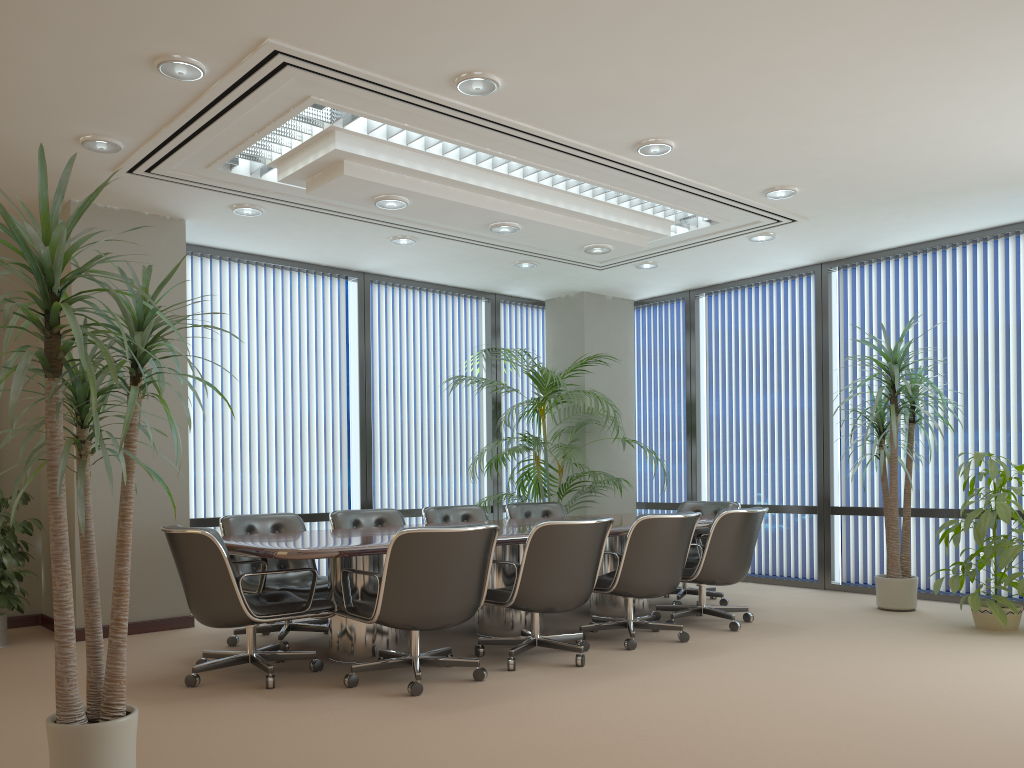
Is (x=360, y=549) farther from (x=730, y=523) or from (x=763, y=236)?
(x=763, y=236)

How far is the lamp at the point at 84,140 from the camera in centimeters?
510cm

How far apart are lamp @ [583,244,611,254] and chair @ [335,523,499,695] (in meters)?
2.97

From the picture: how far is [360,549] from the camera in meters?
4.6 m

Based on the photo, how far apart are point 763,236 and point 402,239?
2.99m

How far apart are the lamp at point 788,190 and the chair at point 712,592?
2.6 meters

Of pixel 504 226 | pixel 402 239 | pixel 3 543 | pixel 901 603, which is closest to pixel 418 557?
pixel 504 226

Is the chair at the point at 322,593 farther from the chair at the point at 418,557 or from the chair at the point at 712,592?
the chair at the point at 712,592

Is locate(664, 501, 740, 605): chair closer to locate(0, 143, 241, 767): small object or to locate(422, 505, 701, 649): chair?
locate(422, 505, 701, 649): chair

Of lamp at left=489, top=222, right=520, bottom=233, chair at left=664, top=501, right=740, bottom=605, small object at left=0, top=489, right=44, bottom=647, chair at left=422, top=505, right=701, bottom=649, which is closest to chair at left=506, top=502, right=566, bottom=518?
chair at left=422, top=505, right=701, bottom=649
